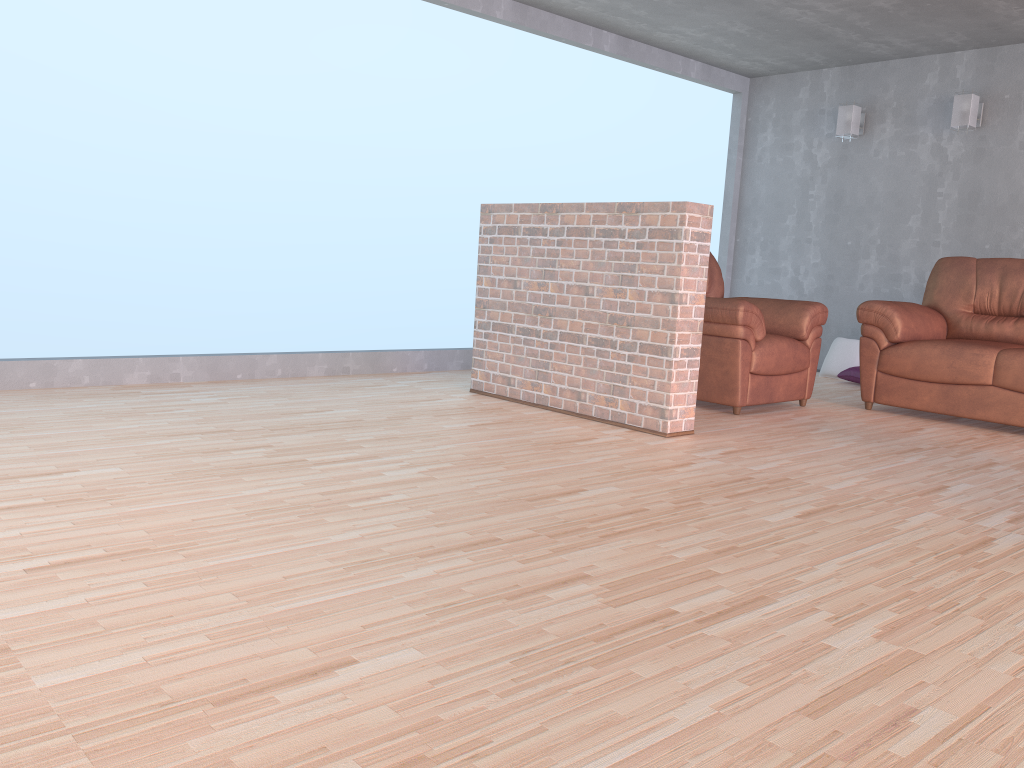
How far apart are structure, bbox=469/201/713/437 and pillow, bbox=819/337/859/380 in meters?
3.3 m

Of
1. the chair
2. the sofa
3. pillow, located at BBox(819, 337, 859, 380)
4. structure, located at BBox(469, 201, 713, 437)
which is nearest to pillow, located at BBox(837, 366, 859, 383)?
pillow, located at BBox(819, 337, 859, 380)

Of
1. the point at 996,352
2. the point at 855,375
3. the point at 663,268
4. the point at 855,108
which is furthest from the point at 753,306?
the point at 855,108

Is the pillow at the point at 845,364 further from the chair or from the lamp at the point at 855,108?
the chair

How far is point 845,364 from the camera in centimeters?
687cm

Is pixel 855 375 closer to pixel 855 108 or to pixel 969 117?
pixel 969 117

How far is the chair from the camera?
4.72m

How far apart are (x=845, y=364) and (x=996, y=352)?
2.1m

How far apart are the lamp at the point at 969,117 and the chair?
2.23m

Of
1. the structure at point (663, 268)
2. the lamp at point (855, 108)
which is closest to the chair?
the structure at point (663, 268)
